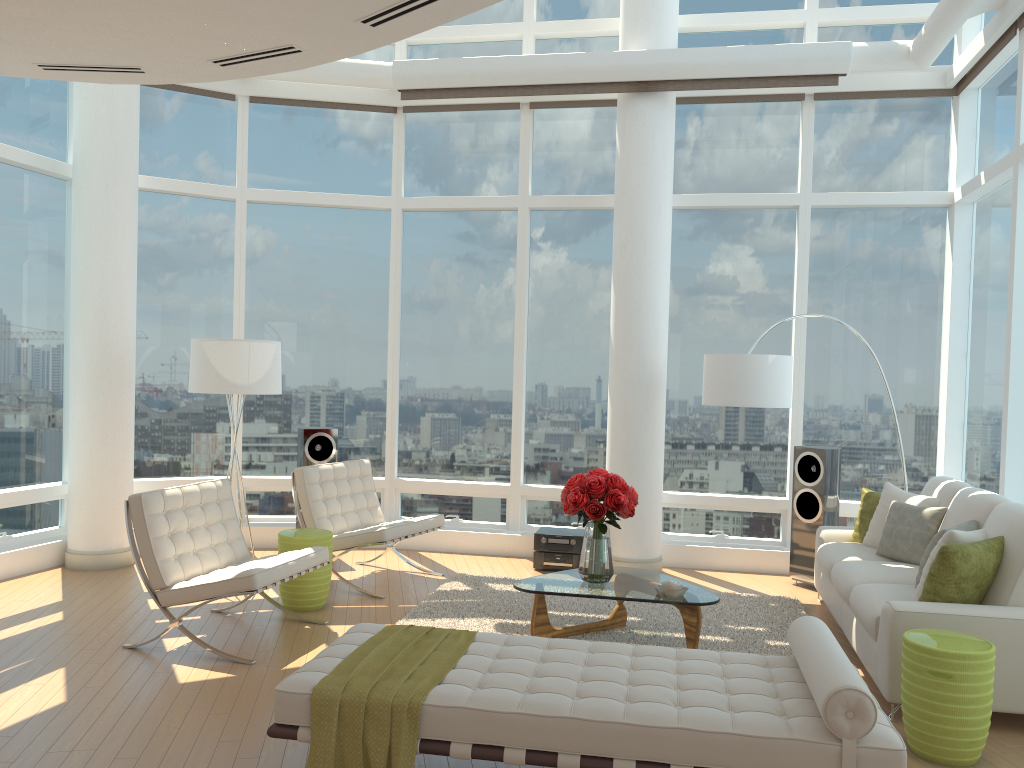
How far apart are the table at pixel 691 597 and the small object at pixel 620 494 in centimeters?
4cm

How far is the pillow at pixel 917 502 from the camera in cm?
608

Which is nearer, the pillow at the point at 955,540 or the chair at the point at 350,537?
the pillow at the point at 955,540

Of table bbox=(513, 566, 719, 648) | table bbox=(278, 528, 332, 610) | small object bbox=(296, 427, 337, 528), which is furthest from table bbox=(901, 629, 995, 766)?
small object bbox=(296, 427, 337, 528)

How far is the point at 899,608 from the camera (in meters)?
4.42

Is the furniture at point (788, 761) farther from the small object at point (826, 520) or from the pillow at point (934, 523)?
the small object at point (826, 520)

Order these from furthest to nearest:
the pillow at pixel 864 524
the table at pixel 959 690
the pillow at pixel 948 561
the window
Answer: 1. the window
2. the pillow at pixel 864 524
3. the pillow at pixel 948 561
4. the table at pixel 959 690

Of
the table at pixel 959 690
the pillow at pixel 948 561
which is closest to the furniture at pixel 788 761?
the table at pixel 959 690

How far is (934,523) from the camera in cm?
575

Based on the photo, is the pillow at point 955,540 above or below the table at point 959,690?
above
